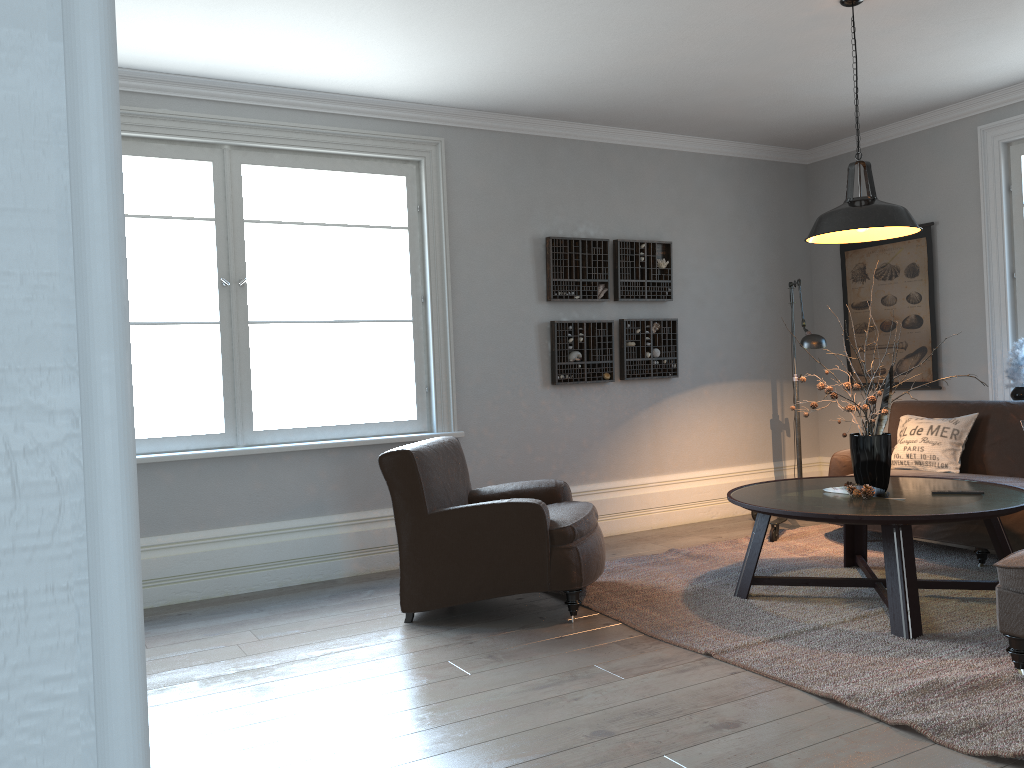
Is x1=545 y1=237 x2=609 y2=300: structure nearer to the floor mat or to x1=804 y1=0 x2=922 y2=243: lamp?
the floor mat

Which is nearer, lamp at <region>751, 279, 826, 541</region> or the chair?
the chair

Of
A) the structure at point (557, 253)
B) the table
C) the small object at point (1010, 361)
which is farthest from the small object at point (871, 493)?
the structure at point (557, 253)

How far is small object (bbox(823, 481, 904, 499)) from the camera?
3.9 meters

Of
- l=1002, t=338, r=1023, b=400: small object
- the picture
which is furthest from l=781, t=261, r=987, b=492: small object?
the picture

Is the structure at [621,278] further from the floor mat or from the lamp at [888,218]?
the lamp at [888,218]

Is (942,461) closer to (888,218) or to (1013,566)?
(888,218)

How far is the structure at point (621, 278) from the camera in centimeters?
599cm

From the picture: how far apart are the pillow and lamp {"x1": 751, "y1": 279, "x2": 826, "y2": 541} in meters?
0.6 m

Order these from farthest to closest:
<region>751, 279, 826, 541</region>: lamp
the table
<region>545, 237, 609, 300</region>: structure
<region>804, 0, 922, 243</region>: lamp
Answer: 1. <region>545, 237, 609, 300</region>: structure
2. <region>751, 279, 826, 541</region>: lamp
3. <region>804, 0, 922, 243</region>: lamp
4. the table
